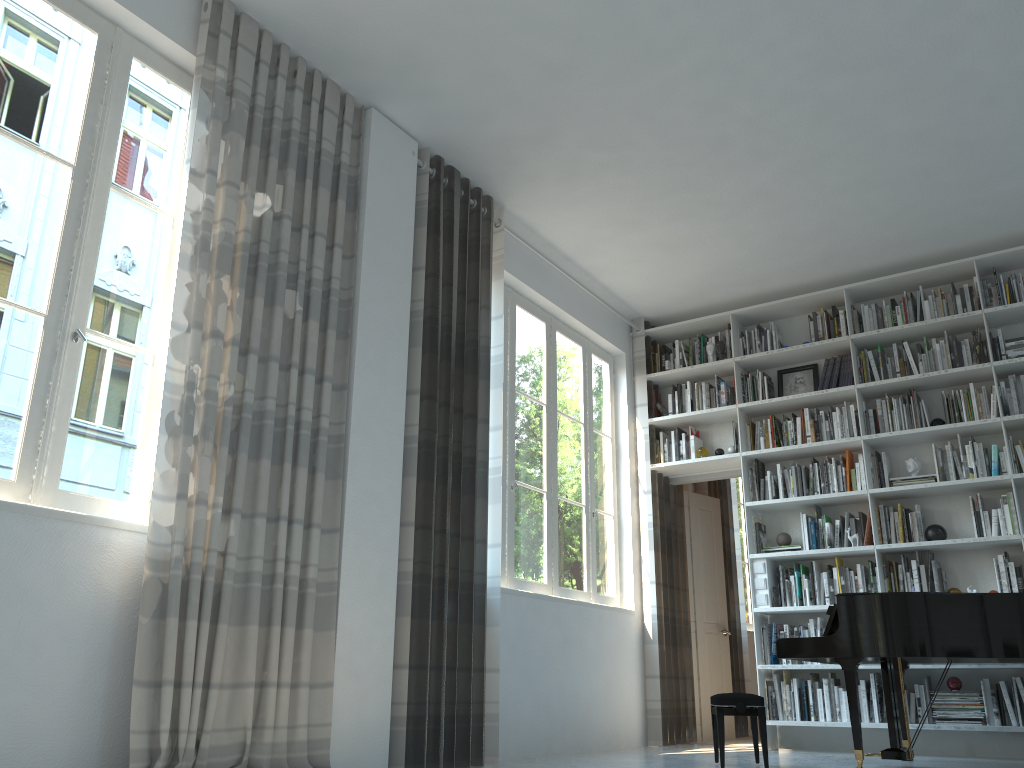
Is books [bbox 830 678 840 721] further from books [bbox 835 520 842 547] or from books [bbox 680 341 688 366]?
books [bbox 680 341 688 366]

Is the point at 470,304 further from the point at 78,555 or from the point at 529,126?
the point at 78,555

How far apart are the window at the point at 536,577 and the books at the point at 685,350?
0.63m

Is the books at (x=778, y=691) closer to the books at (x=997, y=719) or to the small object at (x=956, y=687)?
the small object at (x=956, y=687)

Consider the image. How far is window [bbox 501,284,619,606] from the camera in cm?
557

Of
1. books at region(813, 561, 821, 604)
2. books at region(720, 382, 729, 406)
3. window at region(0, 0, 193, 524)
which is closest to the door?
books at region(720, 382, 729, 406)

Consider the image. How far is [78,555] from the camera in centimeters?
297cm

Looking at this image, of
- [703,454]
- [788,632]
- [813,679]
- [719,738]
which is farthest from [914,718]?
[703,454]

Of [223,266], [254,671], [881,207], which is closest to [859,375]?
[881,207]

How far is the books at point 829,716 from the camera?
5.7 meters
